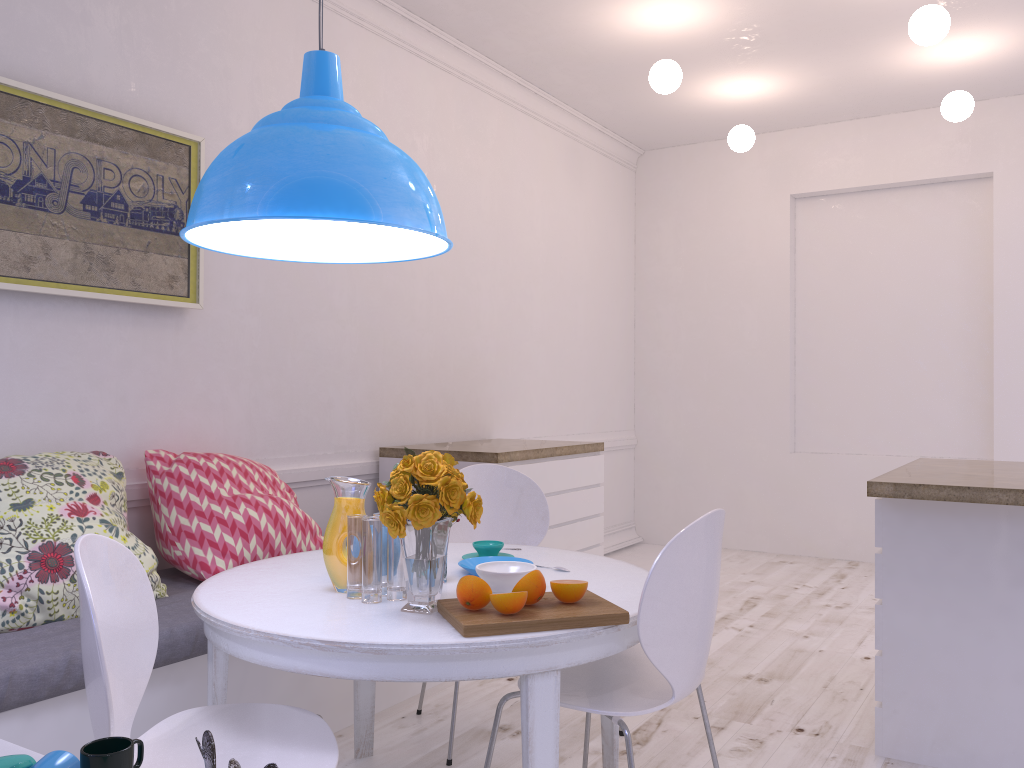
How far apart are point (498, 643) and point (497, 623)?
0.05m

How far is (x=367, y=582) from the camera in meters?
1.9 m

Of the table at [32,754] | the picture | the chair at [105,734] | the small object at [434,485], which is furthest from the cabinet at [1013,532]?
the picture

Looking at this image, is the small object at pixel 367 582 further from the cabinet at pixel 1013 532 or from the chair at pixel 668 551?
the cabinet at pixel 1013 532

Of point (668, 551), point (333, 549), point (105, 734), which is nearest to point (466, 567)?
point (333, 549)

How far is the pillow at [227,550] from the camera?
2.8 meters

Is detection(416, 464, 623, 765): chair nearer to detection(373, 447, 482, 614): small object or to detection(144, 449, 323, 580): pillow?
detection(144, 449, 323, 580): pillow

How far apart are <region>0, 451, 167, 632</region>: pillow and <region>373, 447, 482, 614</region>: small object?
1.0m

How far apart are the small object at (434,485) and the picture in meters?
1.5 m

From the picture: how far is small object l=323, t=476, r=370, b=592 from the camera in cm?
204
